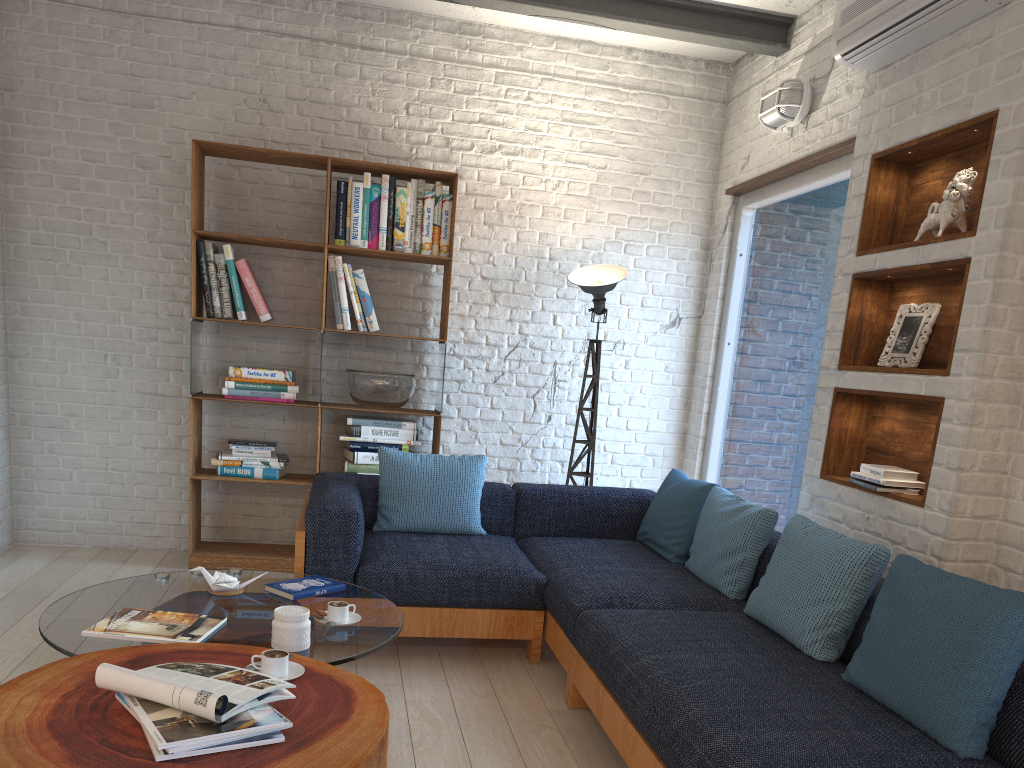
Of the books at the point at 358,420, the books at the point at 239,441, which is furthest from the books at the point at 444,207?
the books at the point at 239,441

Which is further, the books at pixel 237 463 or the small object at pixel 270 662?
the books at pixel 237 463

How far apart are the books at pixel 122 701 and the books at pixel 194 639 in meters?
0.5 m

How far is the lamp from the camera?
4.88m

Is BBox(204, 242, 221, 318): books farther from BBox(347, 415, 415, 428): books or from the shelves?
→ the shelves

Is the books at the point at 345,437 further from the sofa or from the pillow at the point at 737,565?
the pillow at the point at 737,565

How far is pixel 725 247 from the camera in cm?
526

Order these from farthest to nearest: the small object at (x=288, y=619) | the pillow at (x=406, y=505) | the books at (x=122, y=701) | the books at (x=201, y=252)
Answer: the books at (x=201, y=252) < the pillow at (x=406, y=505) < the small object at (x=288, y=619) < the books at (x=122, y=701)

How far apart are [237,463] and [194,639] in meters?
2.5 m

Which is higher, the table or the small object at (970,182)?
the small object at (970,182)
